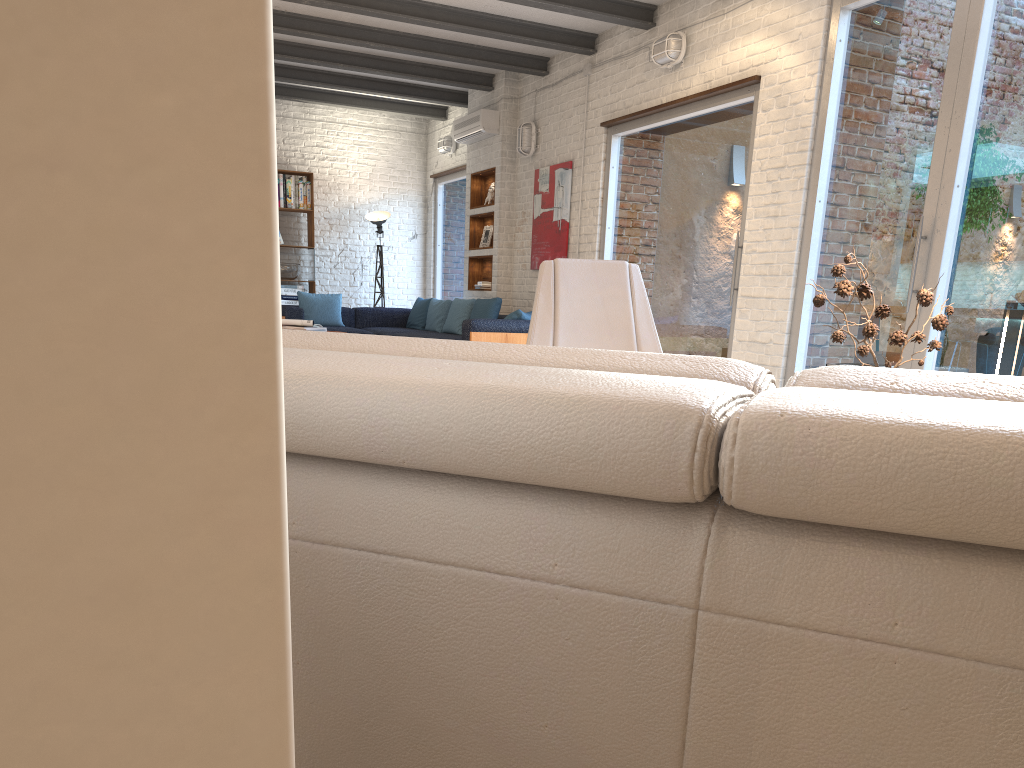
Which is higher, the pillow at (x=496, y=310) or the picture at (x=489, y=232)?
the picture at (x=489, y=232)

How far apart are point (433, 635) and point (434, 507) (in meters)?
0.12

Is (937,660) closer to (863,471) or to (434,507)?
(863,471)

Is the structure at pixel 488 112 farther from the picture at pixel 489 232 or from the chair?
the chair

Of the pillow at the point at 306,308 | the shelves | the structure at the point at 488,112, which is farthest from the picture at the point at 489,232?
the pillow at the point at 306,308

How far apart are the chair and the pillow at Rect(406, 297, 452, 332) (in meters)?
6.19

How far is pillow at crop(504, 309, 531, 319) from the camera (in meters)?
7.89

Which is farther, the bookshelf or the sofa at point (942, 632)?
the bookshelf

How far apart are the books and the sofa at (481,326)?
1.4 meters

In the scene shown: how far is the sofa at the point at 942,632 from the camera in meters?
0.7 m
